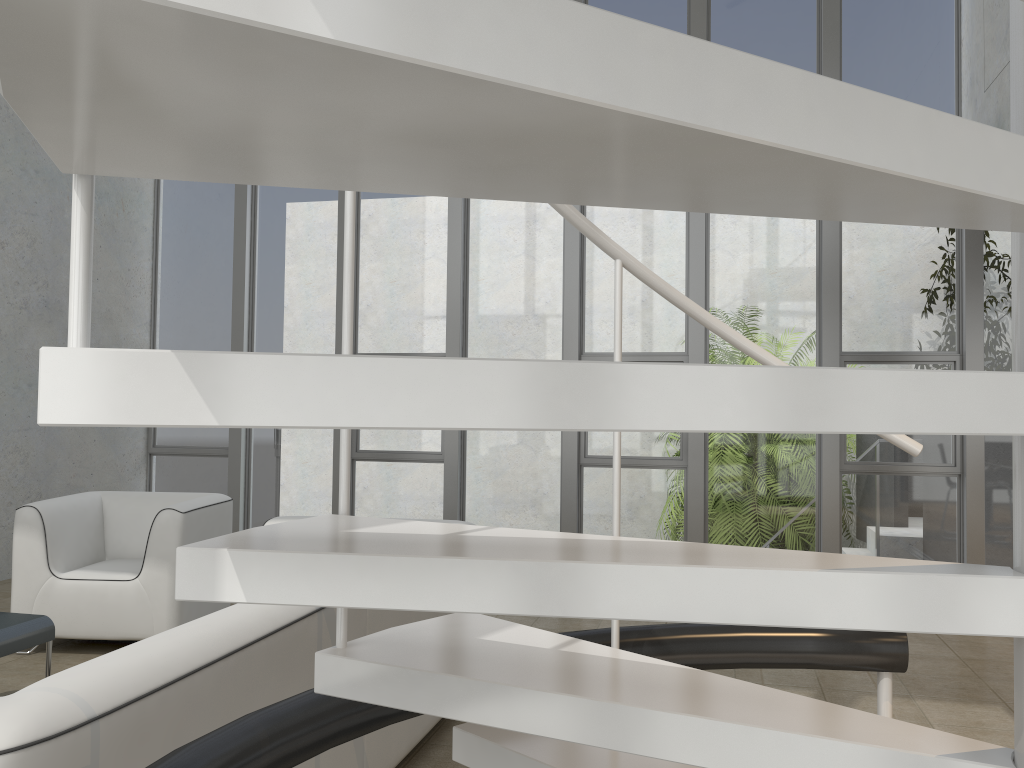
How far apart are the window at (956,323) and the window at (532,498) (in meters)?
2.03

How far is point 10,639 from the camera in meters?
3.1 m

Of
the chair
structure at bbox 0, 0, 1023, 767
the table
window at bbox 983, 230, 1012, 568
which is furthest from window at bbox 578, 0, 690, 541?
structure at bbox 0, 0, 1023, 767

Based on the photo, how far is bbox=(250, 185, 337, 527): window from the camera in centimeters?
714cm

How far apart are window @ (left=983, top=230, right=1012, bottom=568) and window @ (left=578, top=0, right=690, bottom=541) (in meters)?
2.02

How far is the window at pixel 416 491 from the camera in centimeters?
693cm

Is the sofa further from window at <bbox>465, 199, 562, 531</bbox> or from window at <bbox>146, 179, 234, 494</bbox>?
window at <bbox>146, 179, 234, 494</bbox>

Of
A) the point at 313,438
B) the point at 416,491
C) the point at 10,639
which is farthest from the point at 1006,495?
the point at 10,639

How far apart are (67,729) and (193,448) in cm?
636

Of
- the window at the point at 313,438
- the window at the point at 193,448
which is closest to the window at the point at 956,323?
the window at the point at 313,438
